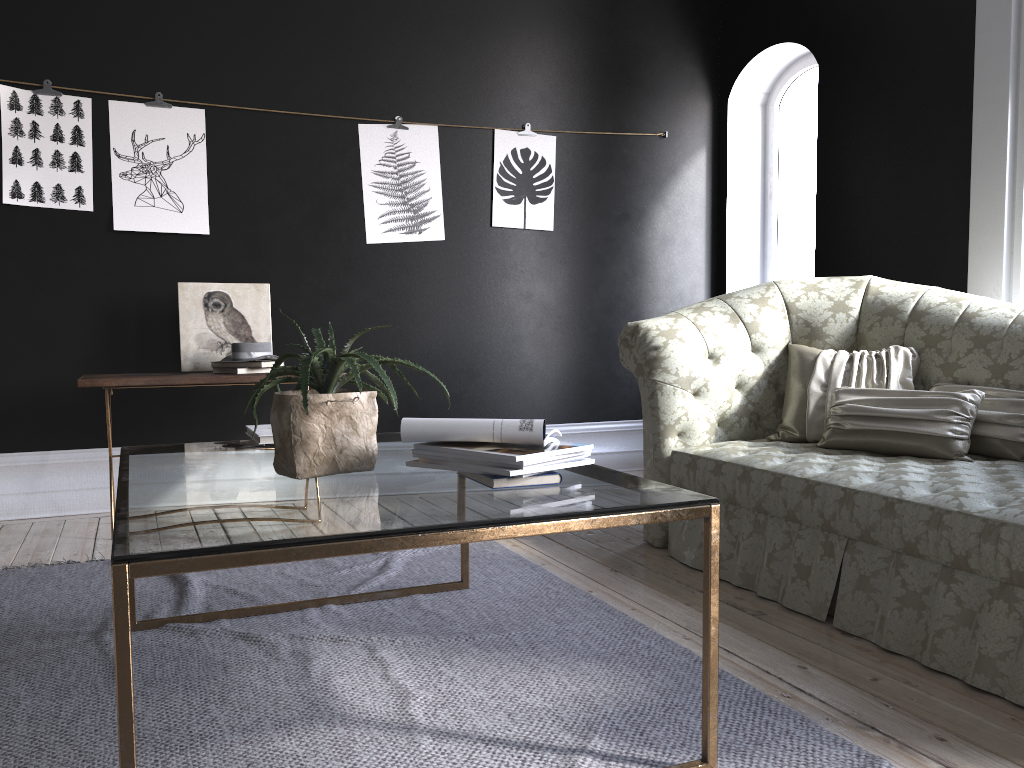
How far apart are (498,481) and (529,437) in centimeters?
12cm

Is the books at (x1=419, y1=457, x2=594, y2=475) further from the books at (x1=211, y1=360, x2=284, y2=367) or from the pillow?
the books at (x1=211, y1=360, x2=284, y2=367)

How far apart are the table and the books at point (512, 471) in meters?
0.0

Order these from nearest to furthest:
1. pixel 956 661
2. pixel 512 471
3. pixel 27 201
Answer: pixel 512 471 < pixel 956 661 < pixel 27 201

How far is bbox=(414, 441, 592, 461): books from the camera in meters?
1.8

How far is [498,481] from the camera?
1.9 meters

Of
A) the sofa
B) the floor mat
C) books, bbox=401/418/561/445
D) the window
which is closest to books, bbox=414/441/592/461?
books, bbox=401/418/561/445

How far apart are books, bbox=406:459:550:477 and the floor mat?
0.6m

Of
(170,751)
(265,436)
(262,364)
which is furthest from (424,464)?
(262,364)

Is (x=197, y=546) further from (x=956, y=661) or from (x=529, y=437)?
(x=956, y=661)
